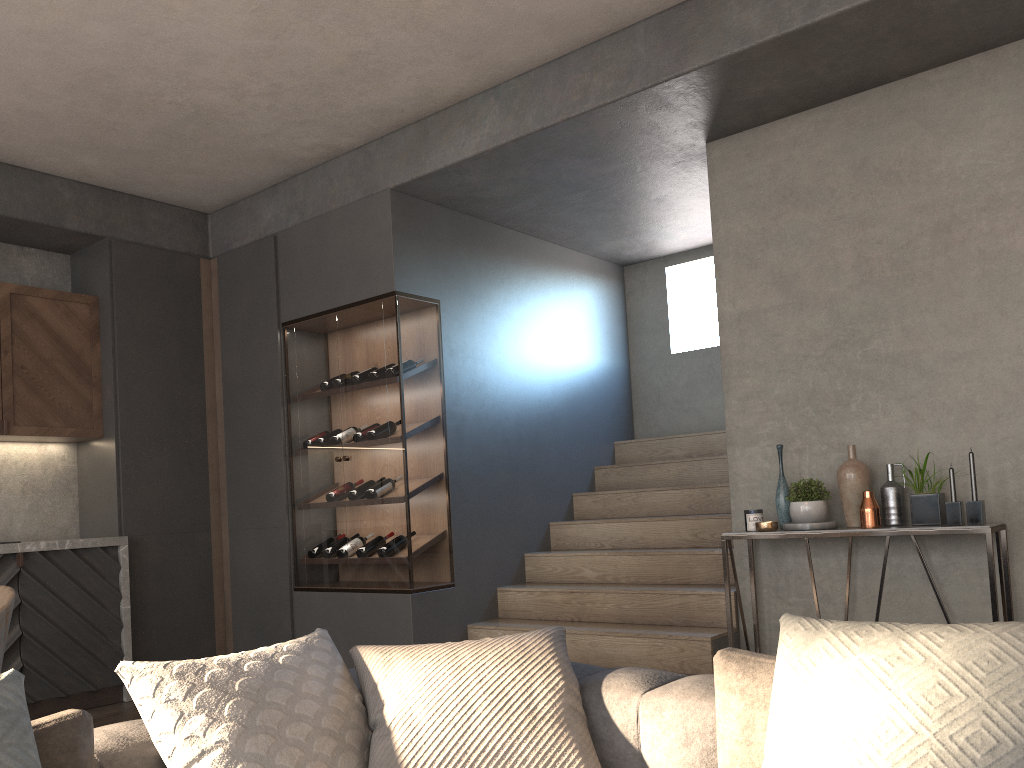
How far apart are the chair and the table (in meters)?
2.78

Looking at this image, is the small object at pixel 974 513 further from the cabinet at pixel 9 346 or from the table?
the cabinet at pixel 9 346

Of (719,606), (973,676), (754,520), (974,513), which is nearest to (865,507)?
(974,513)

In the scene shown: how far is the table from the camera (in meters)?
3.31

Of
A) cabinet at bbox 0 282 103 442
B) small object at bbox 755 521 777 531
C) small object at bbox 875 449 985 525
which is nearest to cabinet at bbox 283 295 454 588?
cabinet at bbox 0 282 103 442

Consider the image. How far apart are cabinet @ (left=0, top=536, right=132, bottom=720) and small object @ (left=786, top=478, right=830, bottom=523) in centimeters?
369cm

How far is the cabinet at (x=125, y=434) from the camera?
5.28m

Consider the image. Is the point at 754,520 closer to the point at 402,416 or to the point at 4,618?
the point at 402,416

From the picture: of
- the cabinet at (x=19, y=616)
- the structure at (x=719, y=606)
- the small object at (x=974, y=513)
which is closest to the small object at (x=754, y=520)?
the structure at (x=719, y=606)

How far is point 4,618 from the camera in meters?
2.6 m
